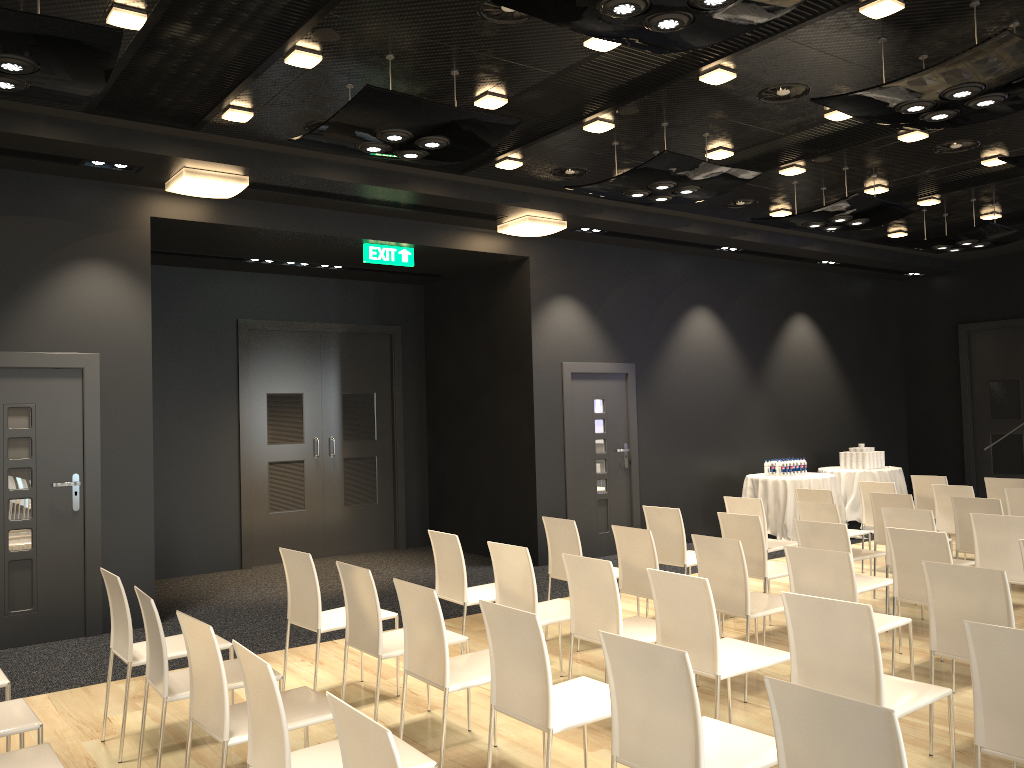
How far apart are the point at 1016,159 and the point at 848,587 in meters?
3.8 m

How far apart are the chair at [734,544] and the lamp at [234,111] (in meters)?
3.96

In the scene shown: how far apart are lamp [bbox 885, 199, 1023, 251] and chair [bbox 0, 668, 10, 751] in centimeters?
887cm

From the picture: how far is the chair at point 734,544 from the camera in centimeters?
485cm

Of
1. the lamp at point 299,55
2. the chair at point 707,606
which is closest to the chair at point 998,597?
the chair at point 707,606

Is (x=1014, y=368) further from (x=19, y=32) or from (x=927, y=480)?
(x=19, y=32)

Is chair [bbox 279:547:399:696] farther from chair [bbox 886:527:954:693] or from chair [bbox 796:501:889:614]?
chair [bbox 796:501:889:614]

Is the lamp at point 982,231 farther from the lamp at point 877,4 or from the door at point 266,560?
the door at point 266,560

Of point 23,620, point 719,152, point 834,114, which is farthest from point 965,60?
point 23,620

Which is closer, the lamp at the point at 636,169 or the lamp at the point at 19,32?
the lamp at the point at 19,32
